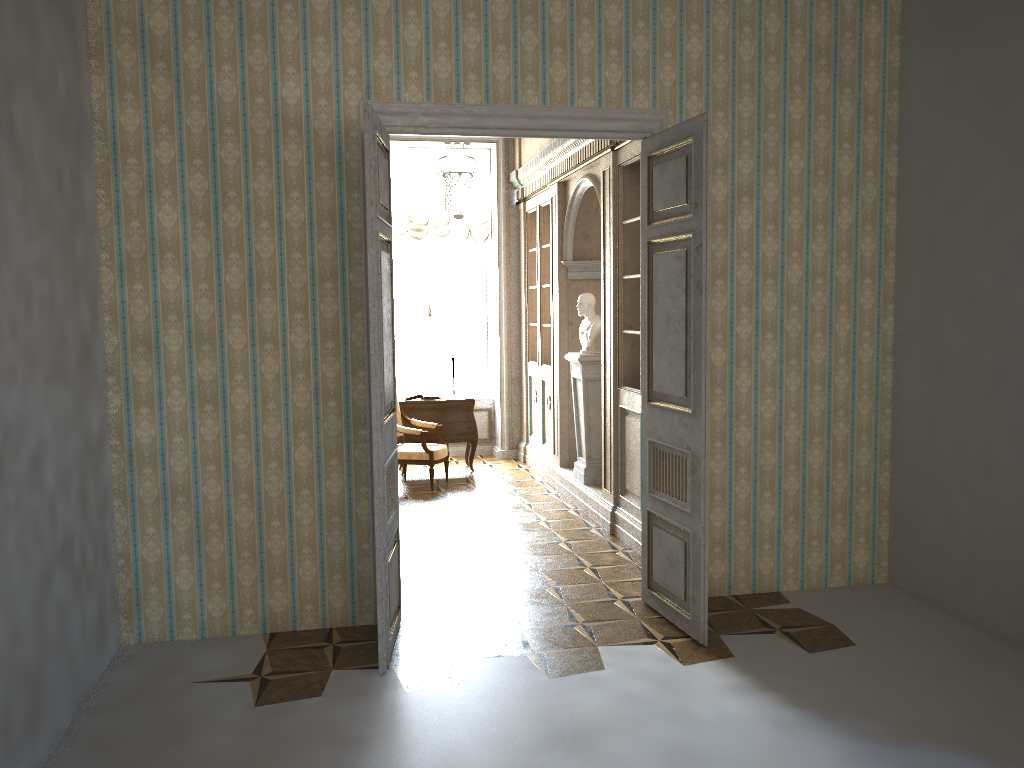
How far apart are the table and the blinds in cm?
191

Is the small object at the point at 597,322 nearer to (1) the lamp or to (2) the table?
(1) the lamp

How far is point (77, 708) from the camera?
3.86m

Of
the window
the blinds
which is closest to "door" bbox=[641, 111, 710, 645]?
the blinds

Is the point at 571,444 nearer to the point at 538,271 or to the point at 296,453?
the point at 538,271

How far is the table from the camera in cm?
917

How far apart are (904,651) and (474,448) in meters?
5.5

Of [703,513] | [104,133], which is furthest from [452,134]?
[703,513]

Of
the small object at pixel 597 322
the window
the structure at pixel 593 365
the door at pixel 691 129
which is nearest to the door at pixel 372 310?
the door at pixel 691 129

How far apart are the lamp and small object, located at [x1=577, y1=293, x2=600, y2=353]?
1.23m
